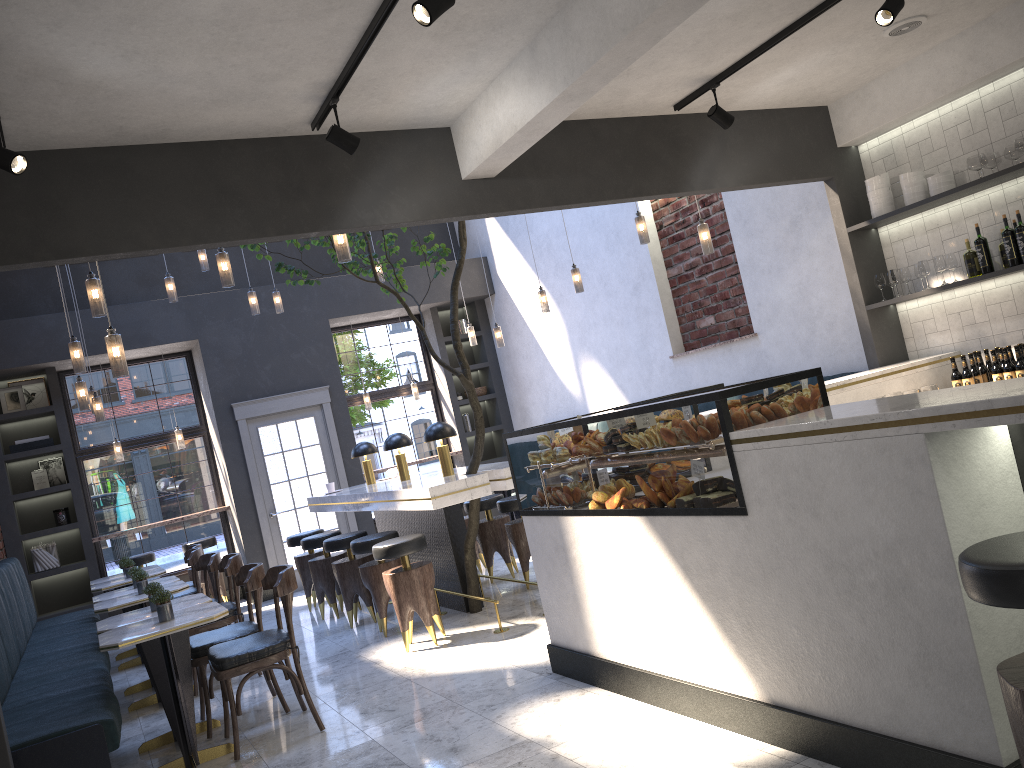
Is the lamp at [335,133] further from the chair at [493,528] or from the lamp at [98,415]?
the lamp at [98,415]

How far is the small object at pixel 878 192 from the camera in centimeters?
590cm

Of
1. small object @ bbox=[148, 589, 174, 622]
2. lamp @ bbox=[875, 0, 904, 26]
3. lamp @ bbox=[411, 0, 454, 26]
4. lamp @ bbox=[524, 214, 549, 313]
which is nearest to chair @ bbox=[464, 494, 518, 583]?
lamp @ bbox=[524, 214, 549, 313]

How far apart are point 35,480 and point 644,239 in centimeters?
709cm

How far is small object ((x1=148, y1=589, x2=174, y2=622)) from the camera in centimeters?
452cm

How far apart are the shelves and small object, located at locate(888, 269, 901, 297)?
0.14m

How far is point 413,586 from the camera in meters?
5.9

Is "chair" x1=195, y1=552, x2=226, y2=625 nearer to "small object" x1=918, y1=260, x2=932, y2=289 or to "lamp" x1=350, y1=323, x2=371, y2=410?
"lamp" x1=350, y1=323, x2=371, y2=410

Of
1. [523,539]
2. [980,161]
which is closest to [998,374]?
[980,161]

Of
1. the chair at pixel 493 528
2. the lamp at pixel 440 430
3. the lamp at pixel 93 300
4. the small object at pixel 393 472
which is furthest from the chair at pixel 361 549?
the lamp at pixel 93 300
